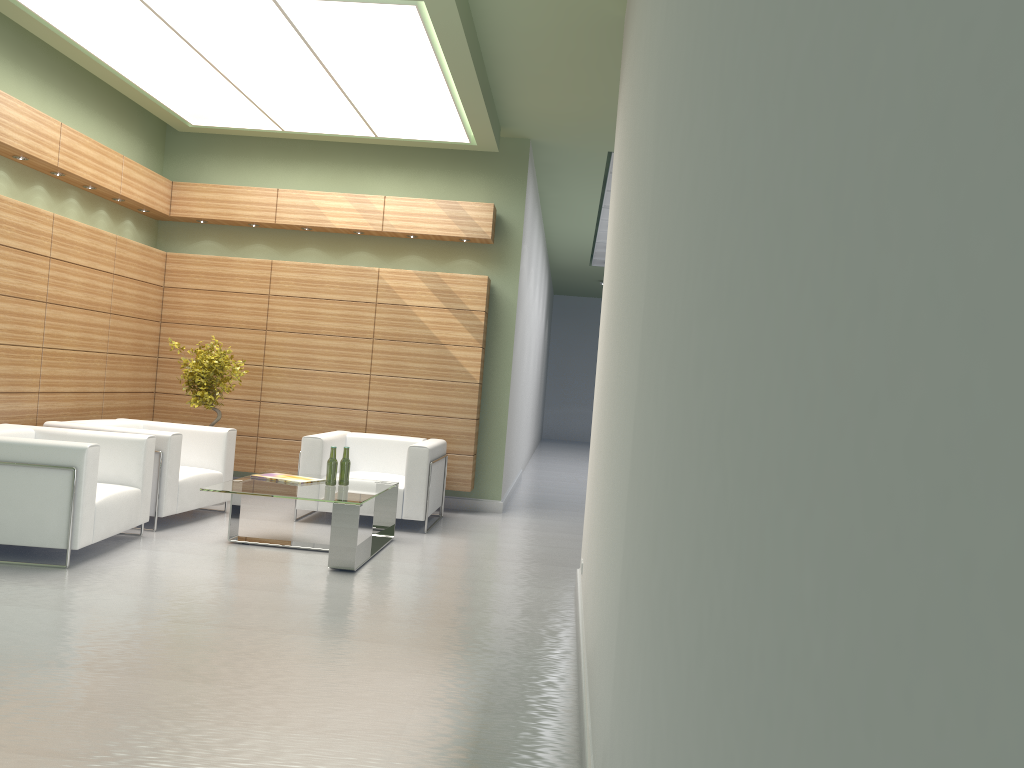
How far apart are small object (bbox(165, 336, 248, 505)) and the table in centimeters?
278cm

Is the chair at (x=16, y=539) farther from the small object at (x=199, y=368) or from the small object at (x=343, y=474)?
the small object at (x=199, y=368)

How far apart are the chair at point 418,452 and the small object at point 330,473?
1.7 meters

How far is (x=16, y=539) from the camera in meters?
8.7 m

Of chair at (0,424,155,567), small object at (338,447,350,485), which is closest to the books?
small object at (338,447,350,485)

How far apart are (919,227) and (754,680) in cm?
72

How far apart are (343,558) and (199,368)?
5.1m

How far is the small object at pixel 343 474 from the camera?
10.8m

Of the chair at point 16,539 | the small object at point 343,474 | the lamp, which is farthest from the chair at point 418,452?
the lamp

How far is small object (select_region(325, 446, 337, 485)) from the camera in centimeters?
1073cm
